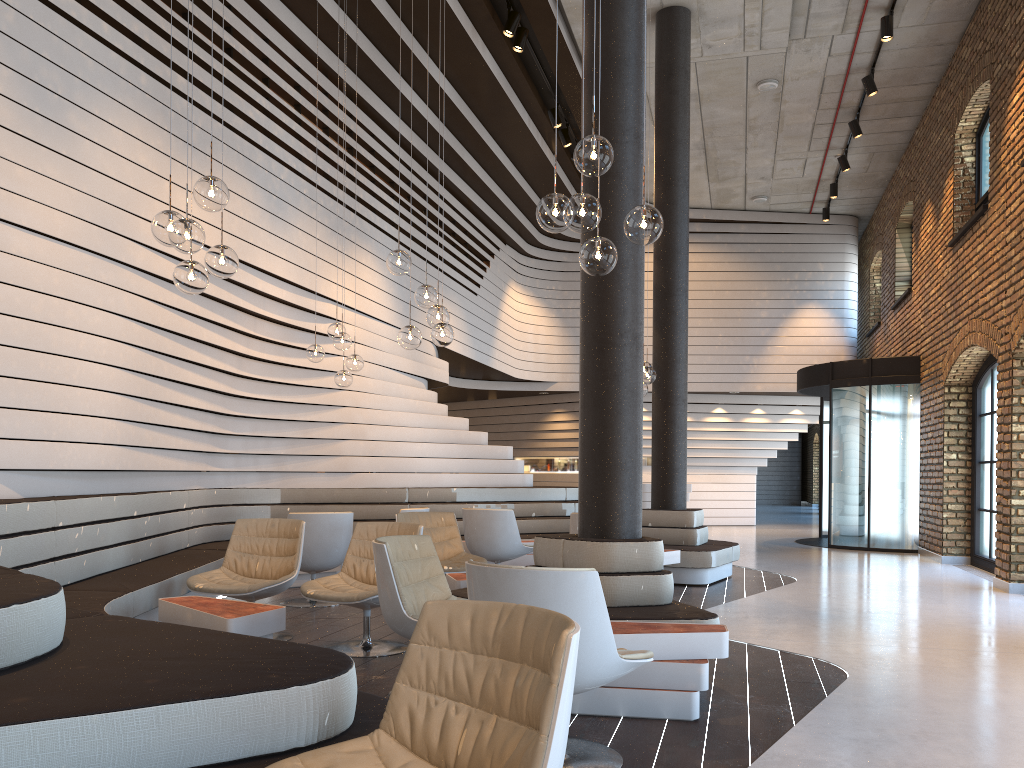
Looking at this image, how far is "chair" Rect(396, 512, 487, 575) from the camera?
6.97m

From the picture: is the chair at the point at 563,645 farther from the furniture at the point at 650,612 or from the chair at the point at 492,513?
the chair at the point at 492,513

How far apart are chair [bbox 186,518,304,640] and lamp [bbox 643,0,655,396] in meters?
3.6 m

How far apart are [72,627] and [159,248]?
4.28m

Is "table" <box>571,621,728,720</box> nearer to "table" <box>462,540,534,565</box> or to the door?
"table" <box>462,540,534,565</box>

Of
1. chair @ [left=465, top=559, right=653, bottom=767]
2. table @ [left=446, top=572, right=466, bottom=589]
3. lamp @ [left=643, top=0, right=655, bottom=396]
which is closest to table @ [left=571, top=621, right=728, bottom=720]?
chair @ [left=465, top=559, right=653, bottom=767]

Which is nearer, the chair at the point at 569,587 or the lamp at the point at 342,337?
the chair at the point at 569,587

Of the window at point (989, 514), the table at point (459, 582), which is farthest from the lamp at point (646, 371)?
the window at point (989, 514)

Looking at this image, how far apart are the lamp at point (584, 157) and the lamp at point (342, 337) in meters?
4.3

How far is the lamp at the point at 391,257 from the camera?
A: 5.9m
